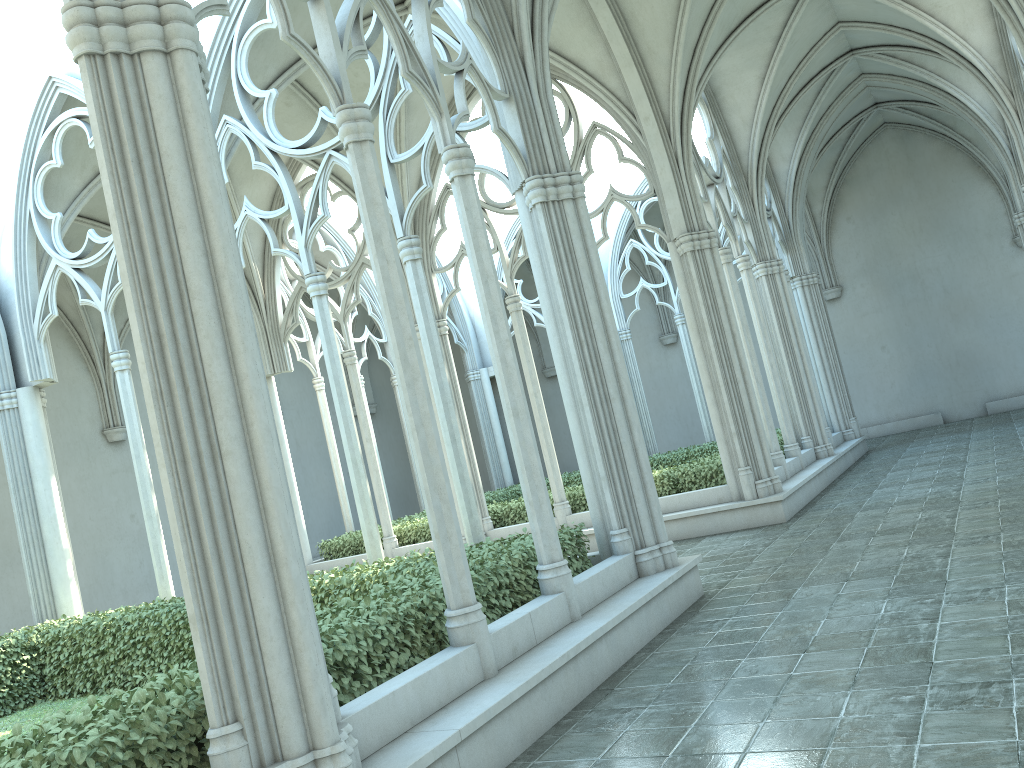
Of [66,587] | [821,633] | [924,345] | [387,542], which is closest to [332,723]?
[821,633]

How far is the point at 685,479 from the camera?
12.9m

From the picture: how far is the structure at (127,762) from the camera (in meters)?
3.82

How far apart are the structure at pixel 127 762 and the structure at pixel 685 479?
5.1 meters

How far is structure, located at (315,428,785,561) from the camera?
12.91m

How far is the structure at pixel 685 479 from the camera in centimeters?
1291cm

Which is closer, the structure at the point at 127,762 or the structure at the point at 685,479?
the structure at the point at 127,762

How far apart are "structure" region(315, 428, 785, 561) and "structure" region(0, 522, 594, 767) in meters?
5.1
